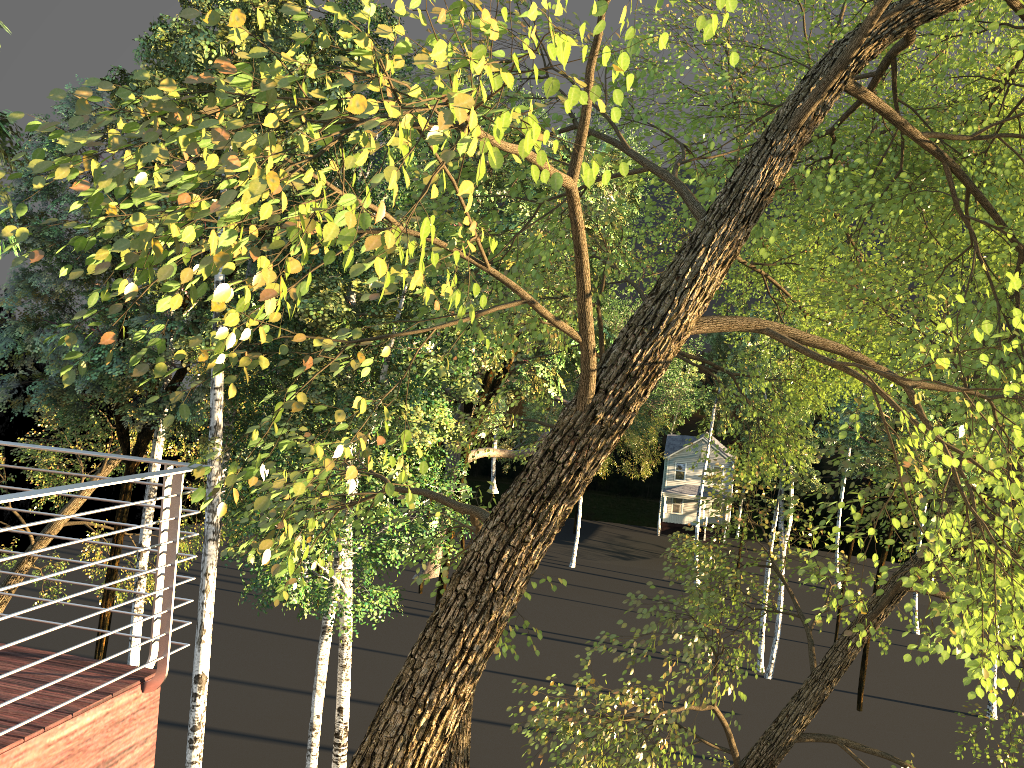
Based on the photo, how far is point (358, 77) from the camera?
14.51m
